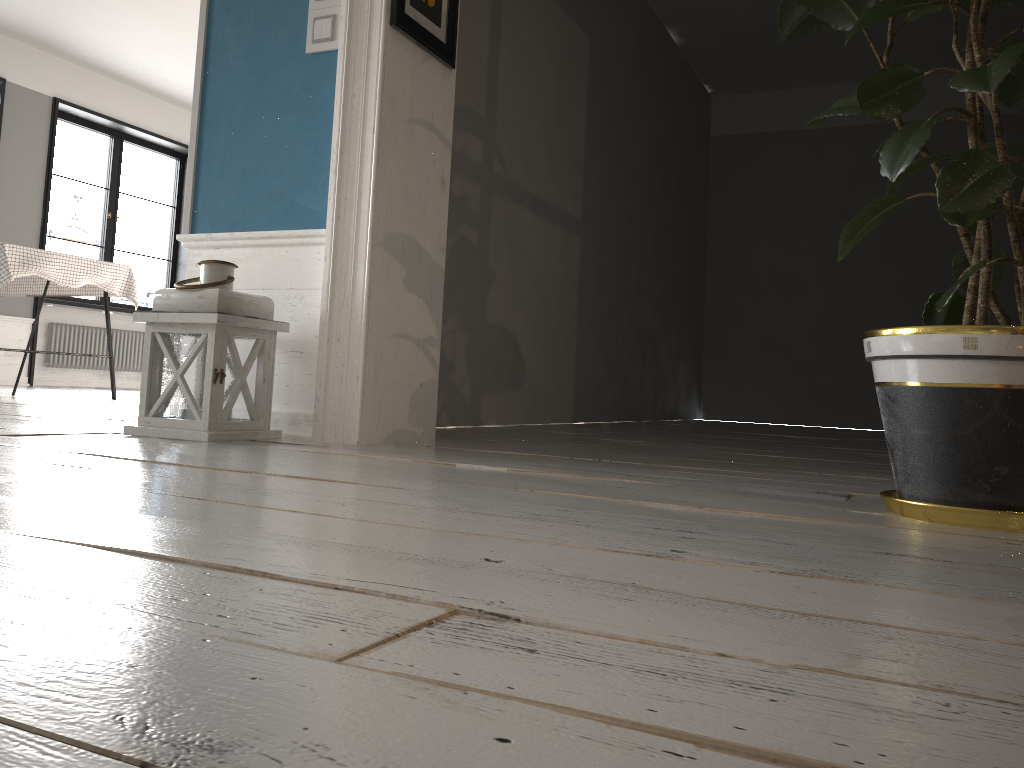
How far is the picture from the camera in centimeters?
249cm

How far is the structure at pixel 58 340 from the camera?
8.3 meters

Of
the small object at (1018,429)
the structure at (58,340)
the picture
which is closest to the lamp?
Answer: the picture

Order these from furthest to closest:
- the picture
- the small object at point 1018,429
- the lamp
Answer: the picture
the lamp
the small object at point 1018,429

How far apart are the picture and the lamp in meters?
0.8

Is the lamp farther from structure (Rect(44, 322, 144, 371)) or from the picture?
structure (Rect(44, 322, 144, 371))

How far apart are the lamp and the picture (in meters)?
0.80

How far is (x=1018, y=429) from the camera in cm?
129

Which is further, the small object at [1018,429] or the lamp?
the lamp

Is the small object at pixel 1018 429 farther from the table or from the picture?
the table
